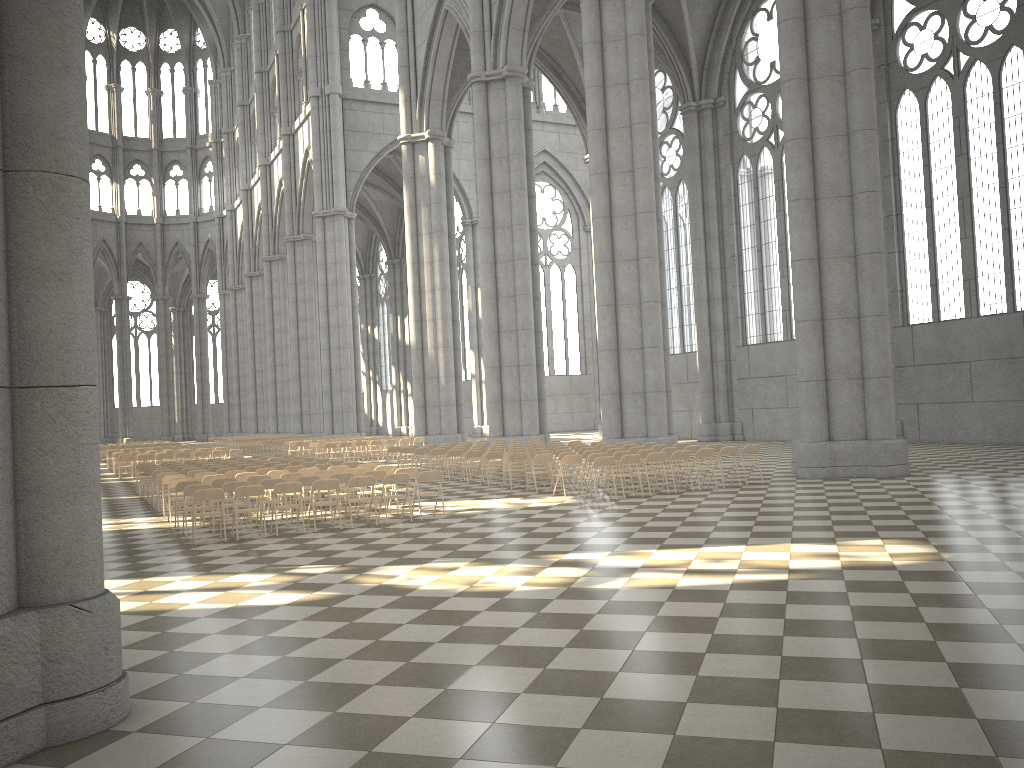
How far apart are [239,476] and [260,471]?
1.30m

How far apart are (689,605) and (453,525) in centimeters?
661cm

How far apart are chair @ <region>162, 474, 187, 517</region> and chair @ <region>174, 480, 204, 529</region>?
2.3 meters

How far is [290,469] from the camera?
18.19m

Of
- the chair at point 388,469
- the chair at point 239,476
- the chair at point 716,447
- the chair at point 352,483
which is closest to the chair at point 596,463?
the chair at point 716,447

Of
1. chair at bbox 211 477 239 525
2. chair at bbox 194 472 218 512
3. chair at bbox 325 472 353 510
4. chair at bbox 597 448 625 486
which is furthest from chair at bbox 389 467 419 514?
chair at bbox 597 448 625 486

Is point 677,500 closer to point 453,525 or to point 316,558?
point 453,525

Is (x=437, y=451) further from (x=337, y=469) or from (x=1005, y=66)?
(x=1005, y=66)

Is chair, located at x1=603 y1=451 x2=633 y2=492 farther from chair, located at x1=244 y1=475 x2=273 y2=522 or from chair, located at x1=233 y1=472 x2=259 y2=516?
chair, located at x1=233 y1=472 x2=259 y2=516

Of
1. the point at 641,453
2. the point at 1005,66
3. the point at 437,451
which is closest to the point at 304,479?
the point at 641,453
